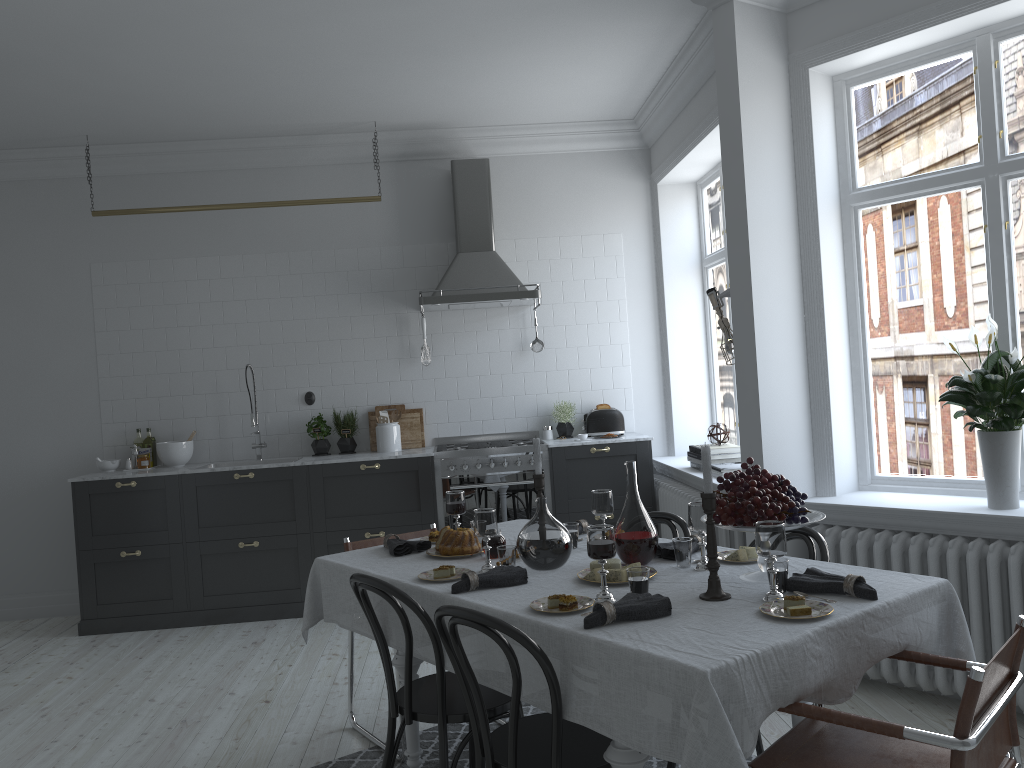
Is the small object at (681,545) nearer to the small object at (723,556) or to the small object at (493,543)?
the small object at (723,556)

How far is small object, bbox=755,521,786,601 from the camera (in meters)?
2.41

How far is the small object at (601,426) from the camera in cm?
644

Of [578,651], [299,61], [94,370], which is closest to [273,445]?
[94,370]

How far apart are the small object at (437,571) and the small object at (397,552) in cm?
47

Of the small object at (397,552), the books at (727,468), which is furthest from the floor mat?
the books at (727,468)

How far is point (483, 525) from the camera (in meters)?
3.01

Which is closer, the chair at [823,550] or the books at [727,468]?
the chair at [823,550]

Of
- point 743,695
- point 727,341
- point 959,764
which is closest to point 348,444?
point 727,341

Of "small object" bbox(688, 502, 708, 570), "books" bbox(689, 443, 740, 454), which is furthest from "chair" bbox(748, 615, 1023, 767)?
"books" bbox(689, 443, 740, 454)
